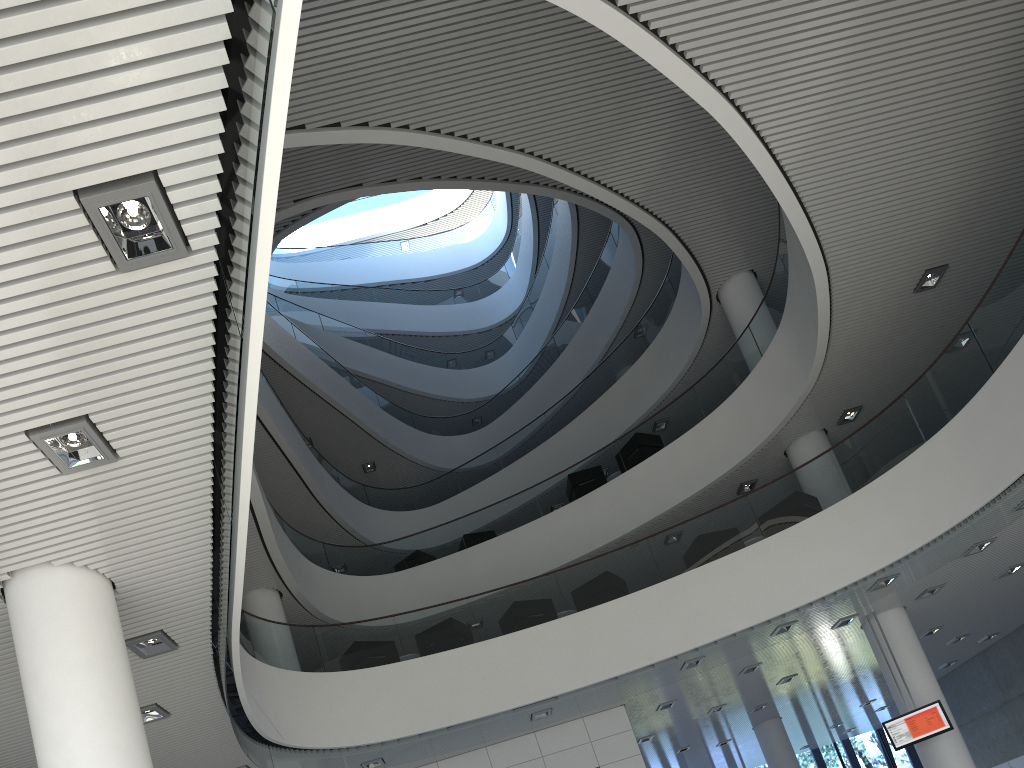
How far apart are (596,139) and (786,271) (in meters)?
2.51

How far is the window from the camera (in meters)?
15.58

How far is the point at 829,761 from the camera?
15.6m

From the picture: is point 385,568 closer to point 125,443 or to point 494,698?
point 494,698

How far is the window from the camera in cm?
1558
